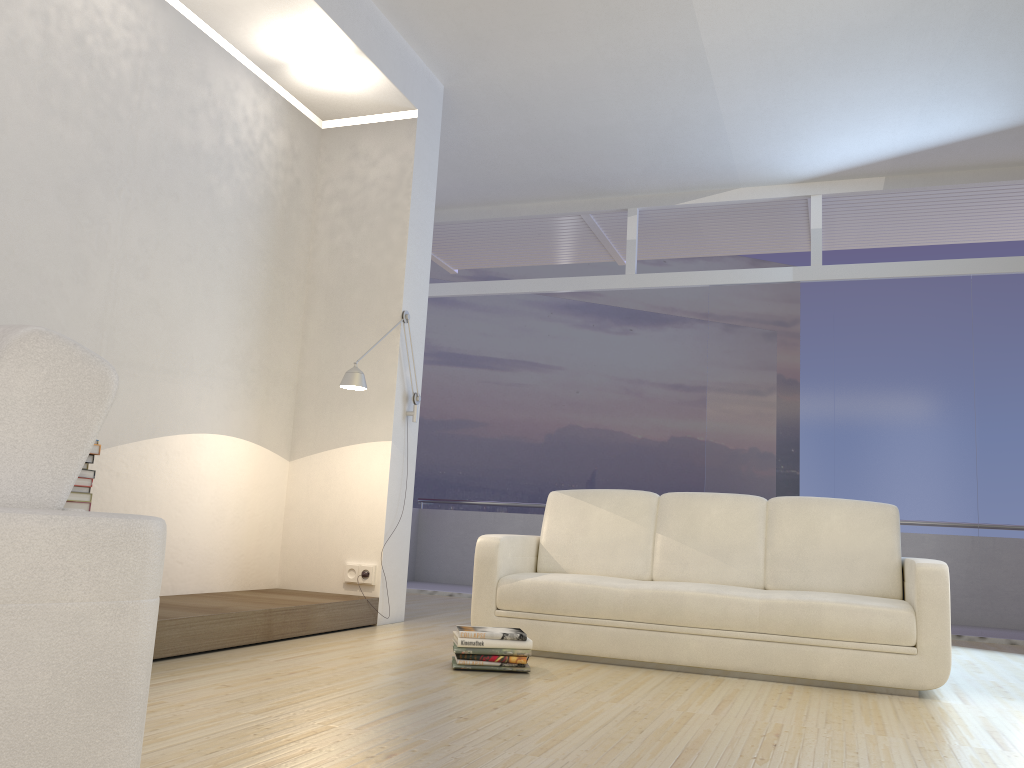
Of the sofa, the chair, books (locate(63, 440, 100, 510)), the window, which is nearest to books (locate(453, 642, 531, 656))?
the sofa

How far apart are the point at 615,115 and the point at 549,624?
3.79m

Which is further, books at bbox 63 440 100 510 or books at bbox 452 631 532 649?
books at bbox 452 631 532 649

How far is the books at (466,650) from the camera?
3.7 meters

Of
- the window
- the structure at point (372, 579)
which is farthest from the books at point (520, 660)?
the window

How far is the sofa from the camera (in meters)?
3.78

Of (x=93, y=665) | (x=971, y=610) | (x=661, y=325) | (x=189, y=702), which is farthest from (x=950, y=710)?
(x=661, y=325)

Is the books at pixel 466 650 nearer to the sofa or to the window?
the sofa

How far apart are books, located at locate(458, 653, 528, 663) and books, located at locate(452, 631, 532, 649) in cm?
5

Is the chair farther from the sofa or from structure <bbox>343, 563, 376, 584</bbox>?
structure <bbox>343, 563, 376, 584</bbox>
